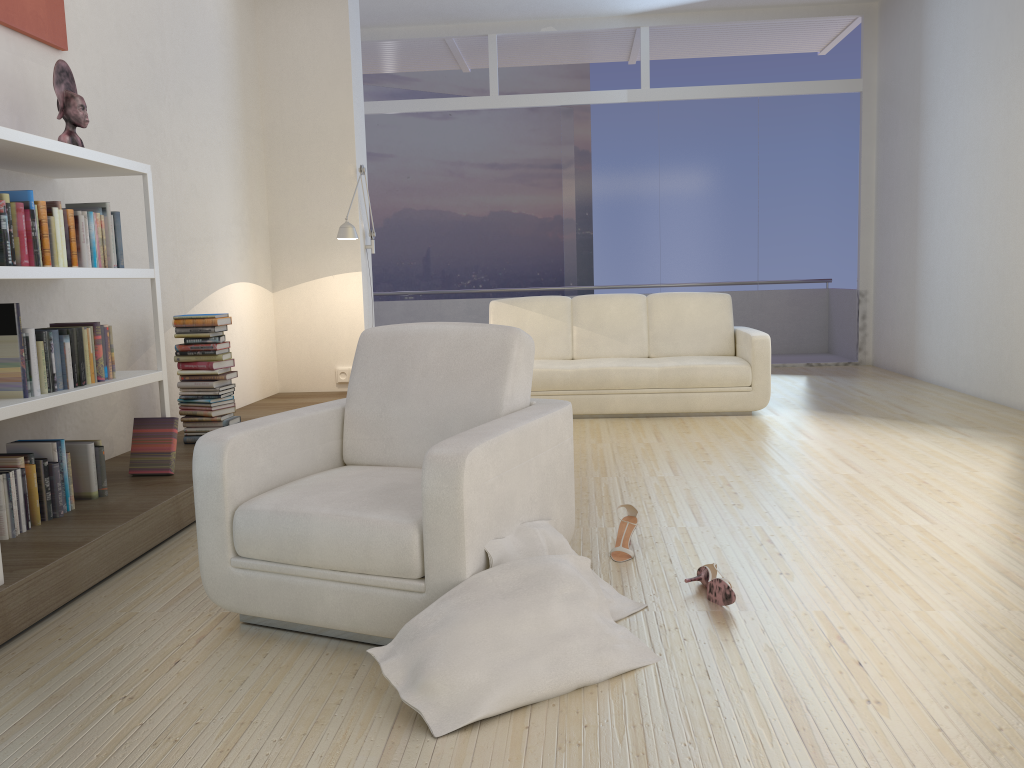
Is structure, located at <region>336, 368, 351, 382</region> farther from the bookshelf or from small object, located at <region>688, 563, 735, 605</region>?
small object, located at <region>688, 563, 735, 605</region>

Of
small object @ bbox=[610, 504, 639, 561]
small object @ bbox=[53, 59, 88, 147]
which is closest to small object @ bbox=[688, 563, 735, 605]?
small object @ bbox=[610, 504, 639, 561]

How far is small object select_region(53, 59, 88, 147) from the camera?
3.7m

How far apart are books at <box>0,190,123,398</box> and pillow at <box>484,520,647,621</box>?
1.9m

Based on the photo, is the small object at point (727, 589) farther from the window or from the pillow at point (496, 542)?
the window

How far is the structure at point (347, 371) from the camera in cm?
689

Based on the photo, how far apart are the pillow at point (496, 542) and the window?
6.7m

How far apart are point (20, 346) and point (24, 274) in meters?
0.3 m

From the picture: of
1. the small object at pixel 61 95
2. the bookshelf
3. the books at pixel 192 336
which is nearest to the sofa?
the books at pixel 192 336

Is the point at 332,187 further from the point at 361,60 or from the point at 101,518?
the point at 101,518
